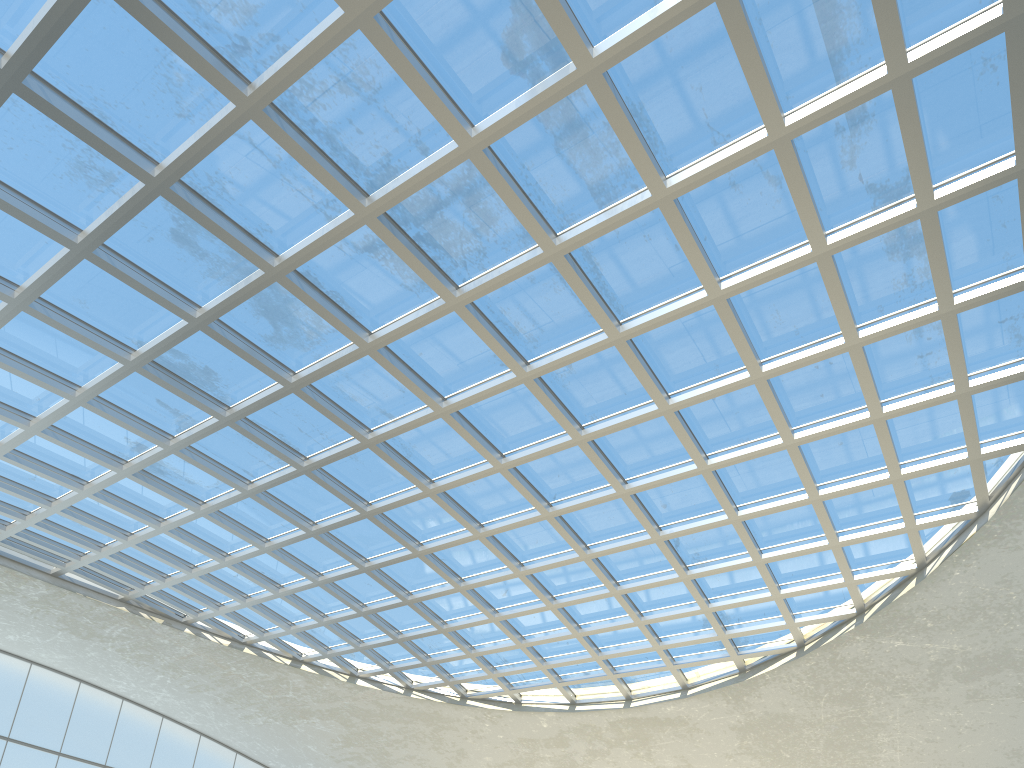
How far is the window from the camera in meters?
32.7 m

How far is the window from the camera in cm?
3269
